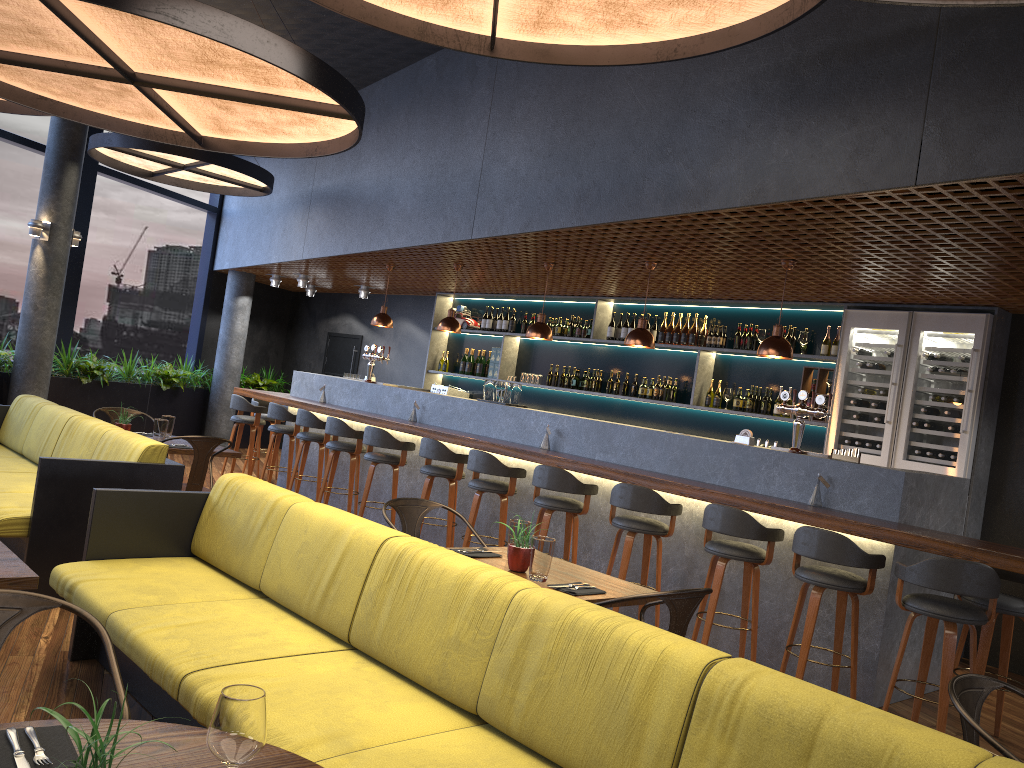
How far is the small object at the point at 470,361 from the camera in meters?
11.3 m

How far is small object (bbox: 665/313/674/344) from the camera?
9.0m

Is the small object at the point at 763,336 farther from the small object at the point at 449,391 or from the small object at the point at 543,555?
the small object at the point at 543,555

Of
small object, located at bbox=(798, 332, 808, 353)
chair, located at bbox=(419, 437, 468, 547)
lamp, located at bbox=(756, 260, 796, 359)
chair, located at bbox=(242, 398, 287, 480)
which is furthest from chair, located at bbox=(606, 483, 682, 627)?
chair, located at bbox=(242, 398, 287, 480)

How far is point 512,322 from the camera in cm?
1077

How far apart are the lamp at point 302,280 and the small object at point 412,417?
4.40m

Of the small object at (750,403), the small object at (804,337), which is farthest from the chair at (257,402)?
the small object at (804,337)

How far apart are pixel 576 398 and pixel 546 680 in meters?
7.6

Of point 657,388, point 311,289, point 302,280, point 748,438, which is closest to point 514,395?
point 657,388

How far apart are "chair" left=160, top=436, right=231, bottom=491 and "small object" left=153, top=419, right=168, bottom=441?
0.46m
